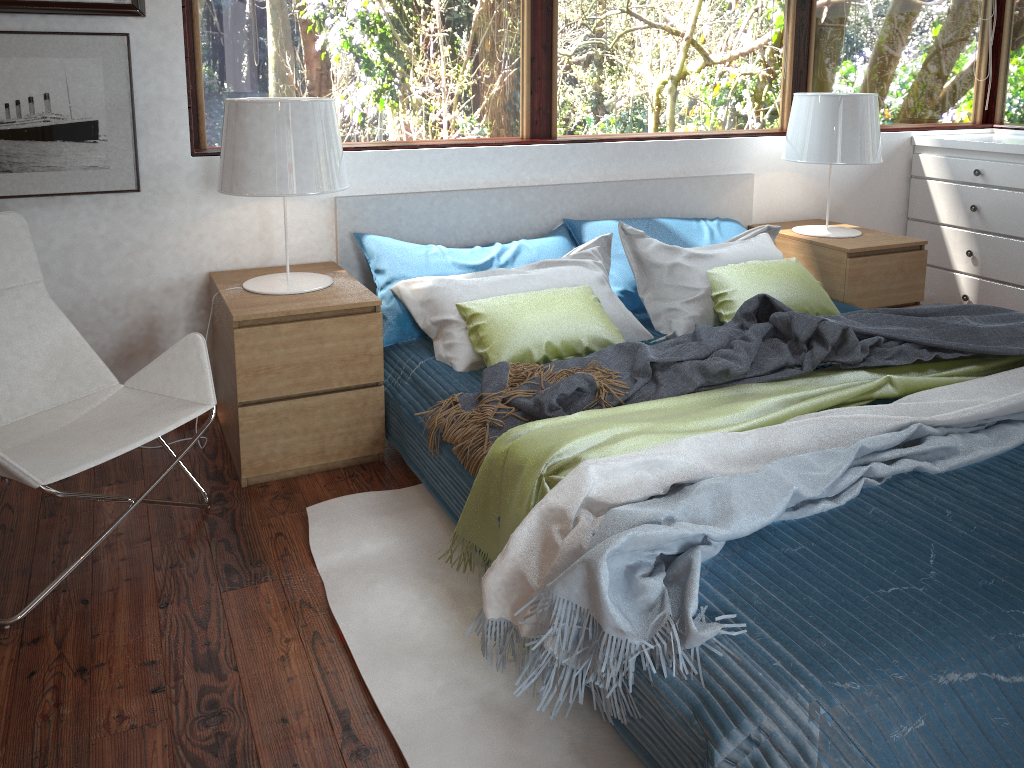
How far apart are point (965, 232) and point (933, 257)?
0.2m

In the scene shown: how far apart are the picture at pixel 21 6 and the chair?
0.60m

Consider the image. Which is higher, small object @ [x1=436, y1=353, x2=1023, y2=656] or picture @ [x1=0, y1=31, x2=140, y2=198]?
picture @ [x1=0, y1=31, x2=140, y2=198]

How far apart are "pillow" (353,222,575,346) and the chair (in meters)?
0.66

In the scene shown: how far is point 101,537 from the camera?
2.09m

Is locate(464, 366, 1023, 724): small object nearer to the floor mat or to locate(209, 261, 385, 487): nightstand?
the floor mat

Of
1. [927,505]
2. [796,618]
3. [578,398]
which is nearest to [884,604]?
[796,618]

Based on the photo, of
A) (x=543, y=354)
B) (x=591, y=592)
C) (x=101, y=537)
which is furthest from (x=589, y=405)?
(x=101, y=537)

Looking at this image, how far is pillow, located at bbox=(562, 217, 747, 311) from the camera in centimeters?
325cm

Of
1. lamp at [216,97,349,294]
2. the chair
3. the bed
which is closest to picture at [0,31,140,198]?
the chair
